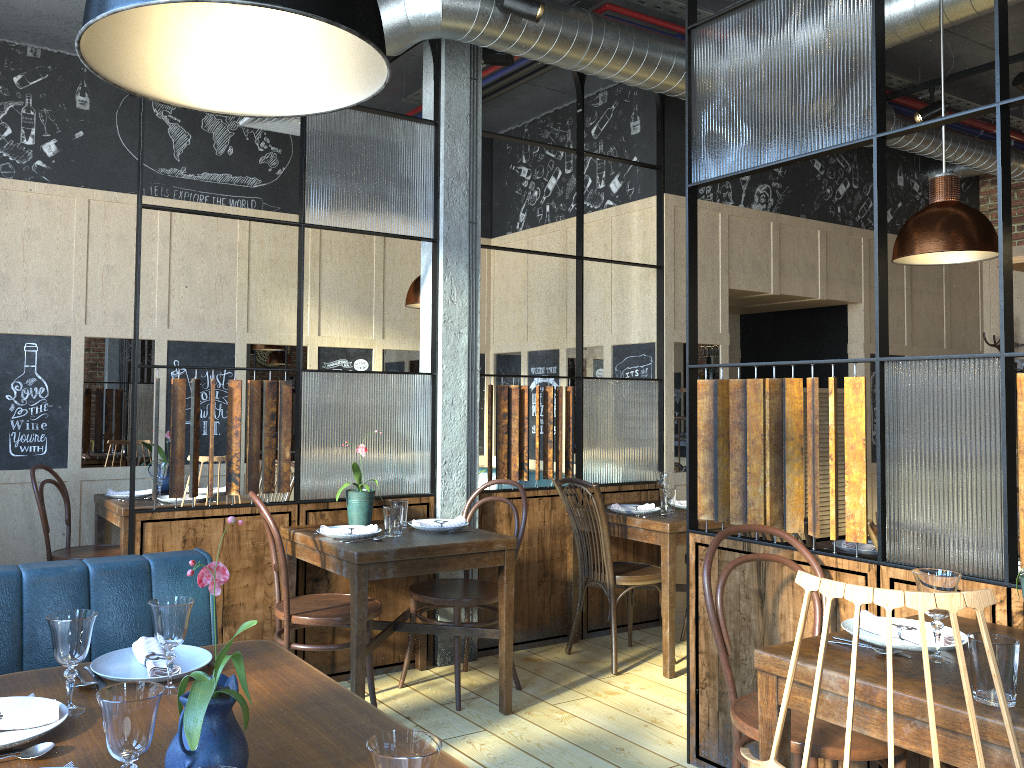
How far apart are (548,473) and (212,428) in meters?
1.8 m

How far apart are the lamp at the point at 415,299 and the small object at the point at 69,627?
3.4m

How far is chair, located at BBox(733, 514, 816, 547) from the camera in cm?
305

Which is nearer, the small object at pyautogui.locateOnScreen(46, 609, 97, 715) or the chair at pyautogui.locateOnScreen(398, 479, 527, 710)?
the small object at pyautogui.locateOnScreen(46, 609, 97, 715)

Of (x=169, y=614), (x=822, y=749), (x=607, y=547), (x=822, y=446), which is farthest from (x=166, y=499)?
(x=822, y=446)

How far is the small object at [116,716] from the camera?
1.25m

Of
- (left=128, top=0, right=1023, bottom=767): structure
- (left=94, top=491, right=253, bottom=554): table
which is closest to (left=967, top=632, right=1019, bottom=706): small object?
(left=128, top=0, right=1023, bottom=767): structure

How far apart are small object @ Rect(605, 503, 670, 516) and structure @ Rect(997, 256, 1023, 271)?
2.9m

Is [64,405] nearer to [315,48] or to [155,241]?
[155,241]

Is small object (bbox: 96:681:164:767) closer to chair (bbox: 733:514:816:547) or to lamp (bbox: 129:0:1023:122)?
chair (bbox: 733:514:816:547)
